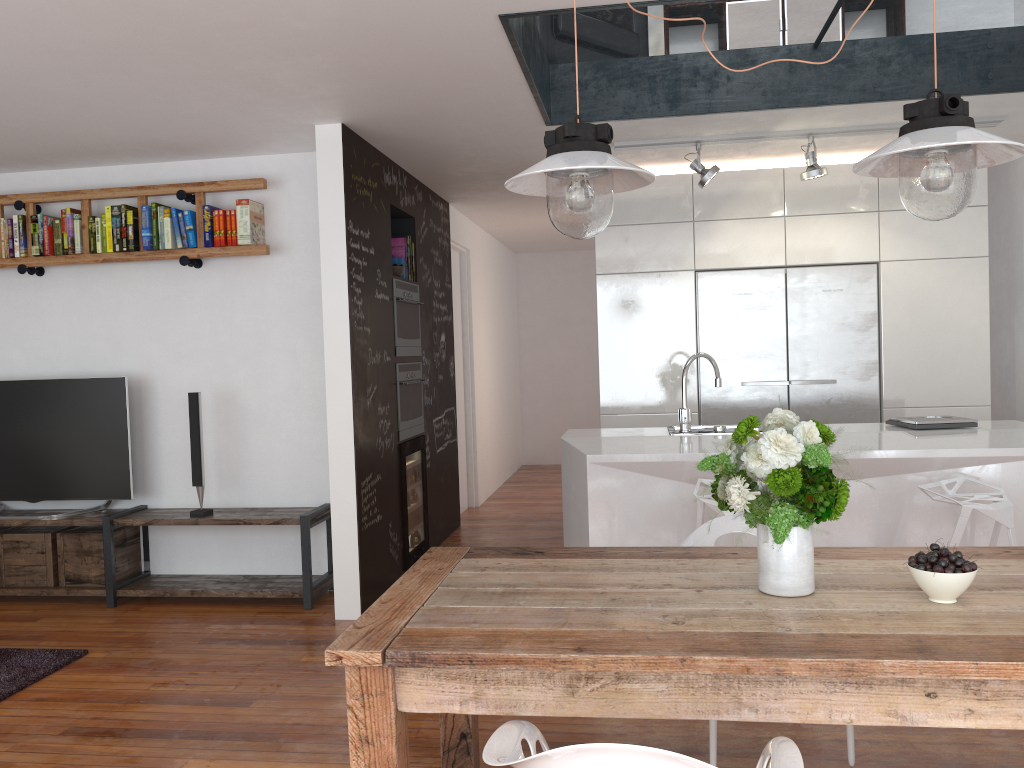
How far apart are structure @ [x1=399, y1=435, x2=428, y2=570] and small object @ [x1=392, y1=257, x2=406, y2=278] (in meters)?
1.13

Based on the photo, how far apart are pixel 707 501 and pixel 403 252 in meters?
2.9 m

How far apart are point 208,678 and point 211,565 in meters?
1.5 m

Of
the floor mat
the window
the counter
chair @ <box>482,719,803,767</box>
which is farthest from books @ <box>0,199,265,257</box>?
chair @ <box>482,719,803,767</box>

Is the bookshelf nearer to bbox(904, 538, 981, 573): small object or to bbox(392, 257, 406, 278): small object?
bbox(392, 257, 406, 278): small object

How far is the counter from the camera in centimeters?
370cm

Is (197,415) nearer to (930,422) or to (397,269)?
(397,269)

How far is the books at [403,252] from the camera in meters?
5.7

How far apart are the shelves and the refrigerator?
2.4 meters

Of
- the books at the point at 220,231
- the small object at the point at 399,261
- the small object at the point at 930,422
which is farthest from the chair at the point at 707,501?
the books at the point at 220,231
